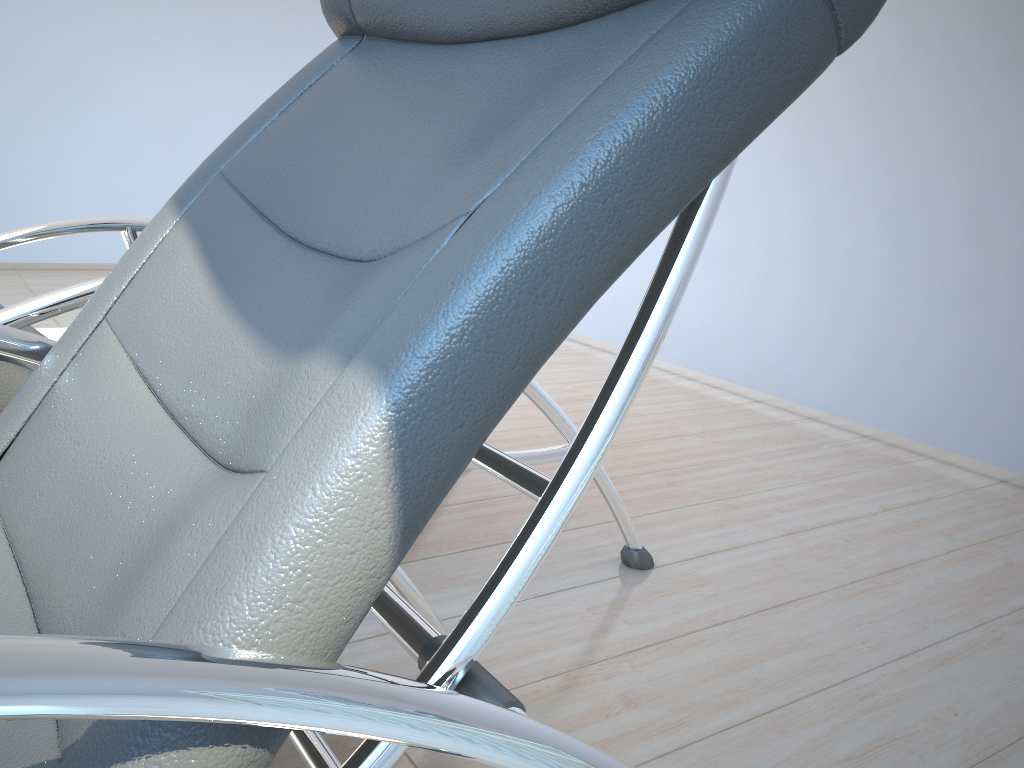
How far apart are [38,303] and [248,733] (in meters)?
0.93

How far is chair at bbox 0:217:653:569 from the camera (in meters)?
1.19

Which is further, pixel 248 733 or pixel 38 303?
pixel 38 303

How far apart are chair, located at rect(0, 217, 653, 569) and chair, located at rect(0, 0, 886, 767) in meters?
0.2 m

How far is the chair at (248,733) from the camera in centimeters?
46cm

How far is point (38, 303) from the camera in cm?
119

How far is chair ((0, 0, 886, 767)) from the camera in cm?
46

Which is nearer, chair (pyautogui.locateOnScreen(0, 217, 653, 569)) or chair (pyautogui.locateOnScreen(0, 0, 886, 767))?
chair (pyautogui.locateOnScreen(0, 0, 886, 767))
